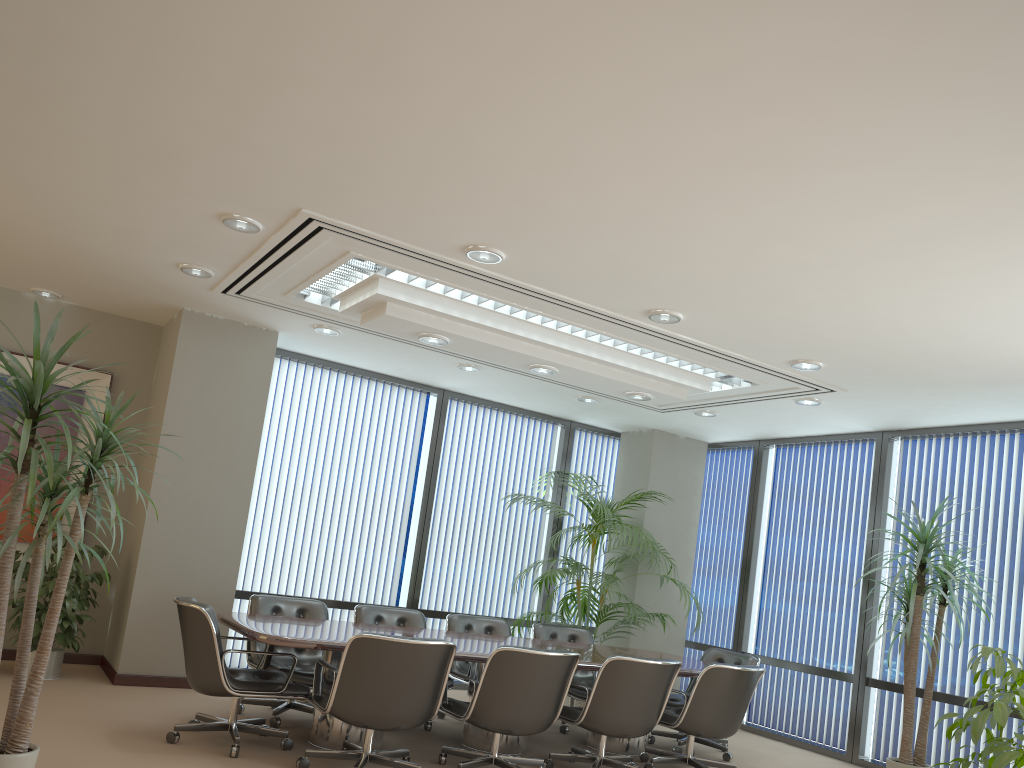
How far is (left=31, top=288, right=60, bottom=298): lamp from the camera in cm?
730

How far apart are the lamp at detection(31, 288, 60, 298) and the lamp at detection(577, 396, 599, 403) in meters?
4.8

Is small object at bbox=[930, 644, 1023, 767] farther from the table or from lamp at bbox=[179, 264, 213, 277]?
lamp at bbox=[179, 264, 213, 277]

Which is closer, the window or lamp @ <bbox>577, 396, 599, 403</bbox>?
lamp @ <bbox>577, 396, 599, 403</bbox>

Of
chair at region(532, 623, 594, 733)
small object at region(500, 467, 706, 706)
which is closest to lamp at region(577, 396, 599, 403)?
small object at region(500, 467, 706, 706)

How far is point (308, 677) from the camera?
6.03m

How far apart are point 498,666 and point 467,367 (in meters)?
3.31

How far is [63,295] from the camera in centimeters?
741cm

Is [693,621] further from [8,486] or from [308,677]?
[8,486]

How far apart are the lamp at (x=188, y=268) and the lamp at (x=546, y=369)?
2.4m
